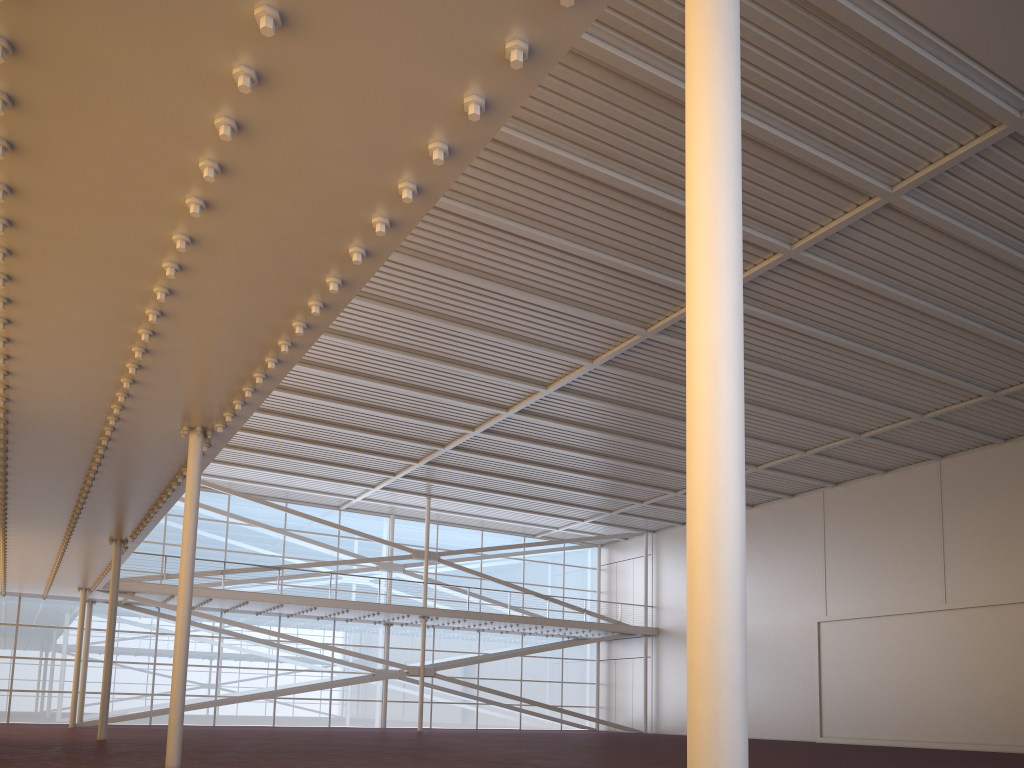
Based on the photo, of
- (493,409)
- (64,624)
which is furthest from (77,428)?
(64,624)

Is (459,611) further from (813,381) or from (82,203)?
(82,203)
